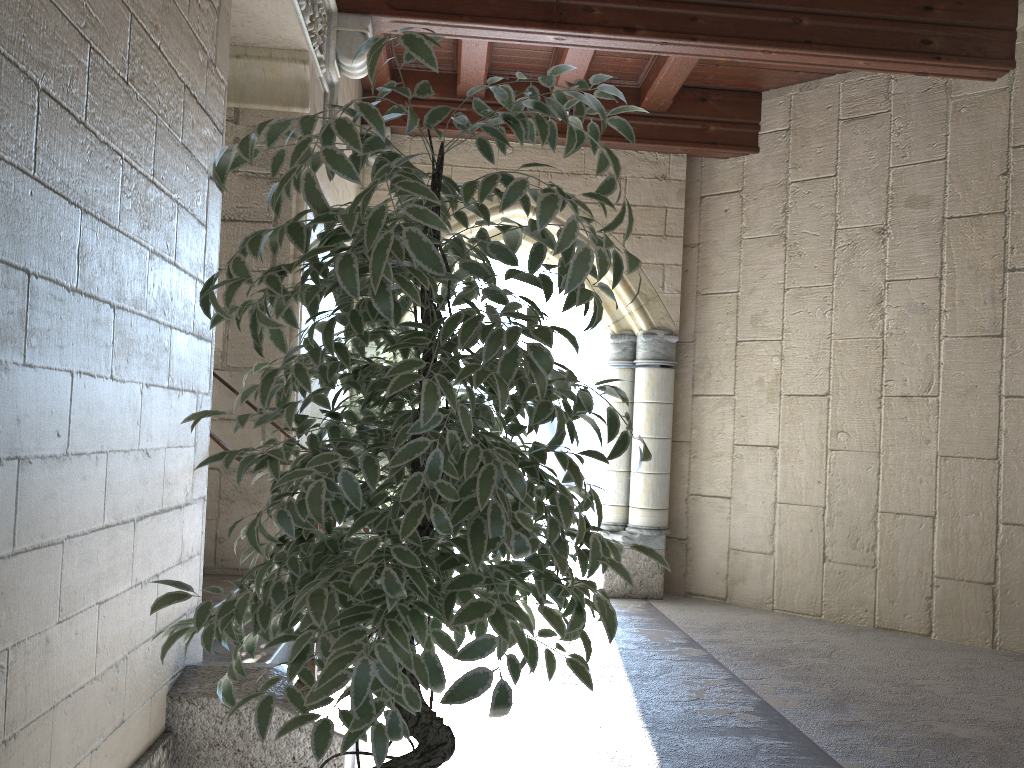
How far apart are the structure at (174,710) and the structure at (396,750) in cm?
14

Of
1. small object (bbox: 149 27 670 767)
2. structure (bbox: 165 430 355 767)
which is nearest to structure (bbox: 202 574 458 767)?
structure (bbox: 165 430 355 767)

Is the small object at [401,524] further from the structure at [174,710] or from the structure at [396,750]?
the structure at [396,750]

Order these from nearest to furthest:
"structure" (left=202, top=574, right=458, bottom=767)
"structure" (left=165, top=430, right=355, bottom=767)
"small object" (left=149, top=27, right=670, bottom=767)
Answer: "small object" (left=149, top=27, right=670, bottom=767) → "structure" (left=165, top=430, right=355, bottom=767) → "structure" (left=202, top=574, right=458, bottom=767)

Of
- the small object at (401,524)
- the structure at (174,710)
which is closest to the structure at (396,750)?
the structure at (174,710)

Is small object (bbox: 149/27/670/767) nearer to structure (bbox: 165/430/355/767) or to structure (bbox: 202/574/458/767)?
structure (bbox: 165/430/355/767)

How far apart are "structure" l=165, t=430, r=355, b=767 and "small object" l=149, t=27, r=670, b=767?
0.48m

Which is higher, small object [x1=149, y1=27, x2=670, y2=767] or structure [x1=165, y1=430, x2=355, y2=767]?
small object [x1=149, y1=27, x2=670, y2=767]

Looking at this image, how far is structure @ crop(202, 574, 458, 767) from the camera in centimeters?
248cm

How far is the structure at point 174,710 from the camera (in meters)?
2.03
